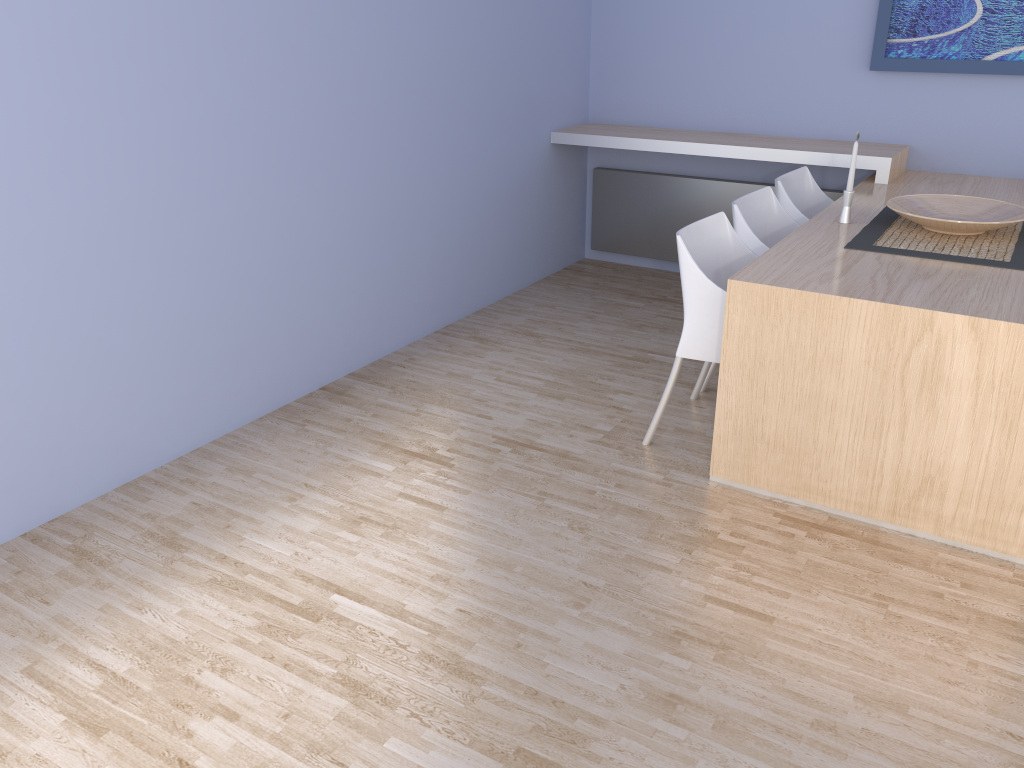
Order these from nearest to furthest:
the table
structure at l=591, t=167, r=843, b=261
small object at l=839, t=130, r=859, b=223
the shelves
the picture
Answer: the table, small object at l=839, t=130, r=859, b=223, the picture, the shelves, structure at l=591, t=167, r=843, b=261

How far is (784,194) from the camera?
3.9 meters

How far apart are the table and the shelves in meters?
0.0 m

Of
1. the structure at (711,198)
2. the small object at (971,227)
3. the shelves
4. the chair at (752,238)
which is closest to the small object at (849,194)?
the small object at (971,227)

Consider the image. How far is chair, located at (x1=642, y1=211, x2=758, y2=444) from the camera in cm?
299

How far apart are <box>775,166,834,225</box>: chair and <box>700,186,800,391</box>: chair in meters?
0.1 m

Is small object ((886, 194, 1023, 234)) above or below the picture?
below

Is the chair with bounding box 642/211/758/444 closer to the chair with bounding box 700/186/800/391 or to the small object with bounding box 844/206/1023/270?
the chair with bounding box 700/186/800/391

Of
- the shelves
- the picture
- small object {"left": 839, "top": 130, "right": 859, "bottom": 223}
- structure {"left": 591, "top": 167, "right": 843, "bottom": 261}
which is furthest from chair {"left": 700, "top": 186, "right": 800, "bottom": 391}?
the picture

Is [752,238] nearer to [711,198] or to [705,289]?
[705,289]
